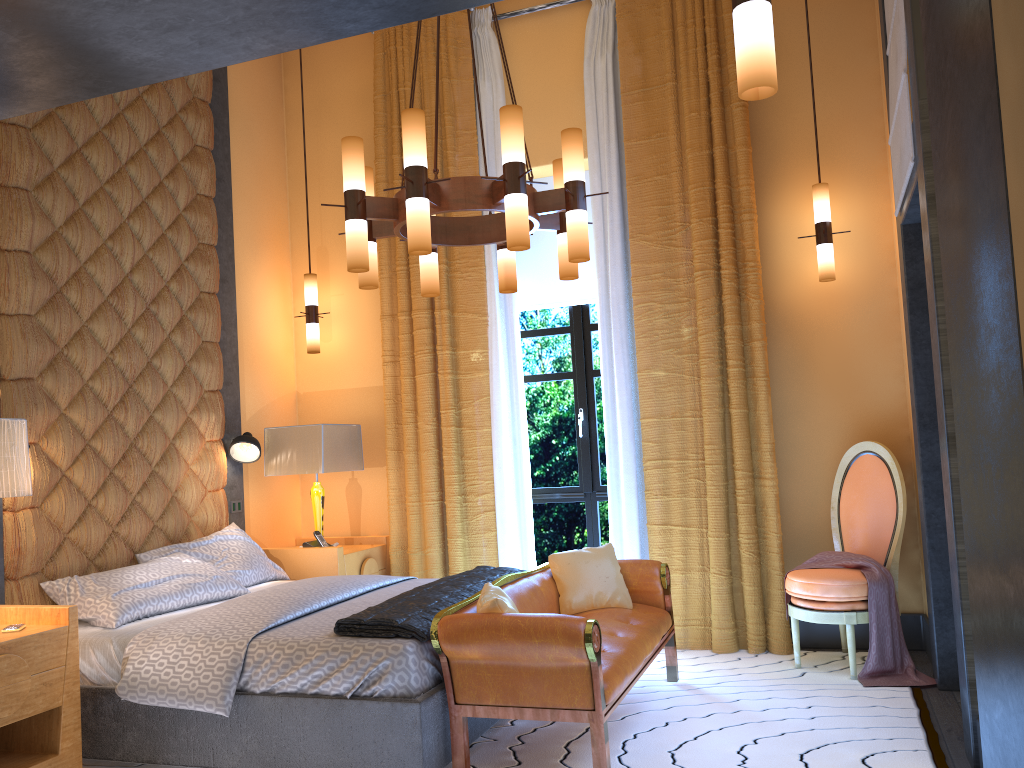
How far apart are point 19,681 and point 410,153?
2.3m

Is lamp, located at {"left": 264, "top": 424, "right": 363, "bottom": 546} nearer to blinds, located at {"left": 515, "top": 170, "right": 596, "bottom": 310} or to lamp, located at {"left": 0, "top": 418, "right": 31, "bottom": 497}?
blinds, located at {"left": 515, "top": 170, "right": 596, "bottom": 310}

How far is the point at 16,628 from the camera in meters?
3.3

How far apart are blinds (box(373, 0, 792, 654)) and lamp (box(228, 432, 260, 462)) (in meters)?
0.83

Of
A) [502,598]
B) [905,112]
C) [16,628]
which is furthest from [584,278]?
[16,628]

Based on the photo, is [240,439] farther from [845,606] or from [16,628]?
[845,606]

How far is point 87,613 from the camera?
3.87m

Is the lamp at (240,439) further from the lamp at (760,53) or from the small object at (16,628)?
the lamp at (760,53)

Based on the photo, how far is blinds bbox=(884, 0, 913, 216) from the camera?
3.49m

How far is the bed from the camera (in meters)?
3.17
